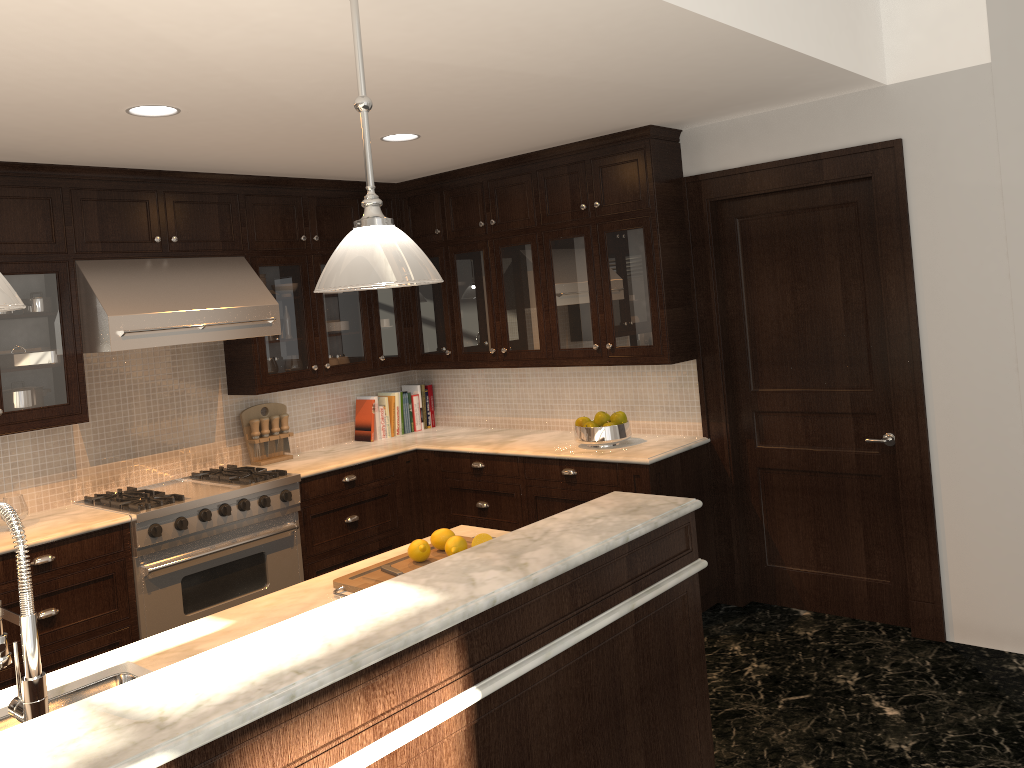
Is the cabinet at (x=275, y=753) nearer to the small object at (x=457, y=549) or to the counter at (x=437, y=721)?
the counter at (x=437, y=721)

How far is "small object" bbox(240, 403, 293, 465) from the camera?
5.24m

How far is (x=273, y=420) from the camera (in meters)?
5.32

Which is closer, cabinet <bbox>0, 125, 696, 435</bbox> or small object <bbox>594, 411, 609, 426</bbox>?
cabinet <bbox>0, 125, 696, 435</bbox>

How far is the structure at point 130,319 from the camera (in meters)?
4.17

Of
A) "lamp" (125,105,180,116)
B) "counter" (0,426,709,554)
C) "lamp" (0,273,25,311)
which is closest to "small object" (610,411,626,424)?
"counter" (0,426,709,554)

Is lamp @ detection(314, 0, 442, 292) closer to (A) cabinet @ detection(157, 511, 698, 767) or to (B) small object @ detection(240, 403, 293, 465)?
(A) cabinet @ detection(157, 511, 698, 767)

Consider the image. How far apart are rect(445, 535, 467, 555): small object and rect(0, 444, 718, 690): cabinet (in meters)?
1.74

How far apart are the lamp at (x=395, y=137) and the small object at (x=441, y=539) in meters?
2.1

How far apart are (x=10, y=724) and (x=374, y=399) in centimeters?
376cm
